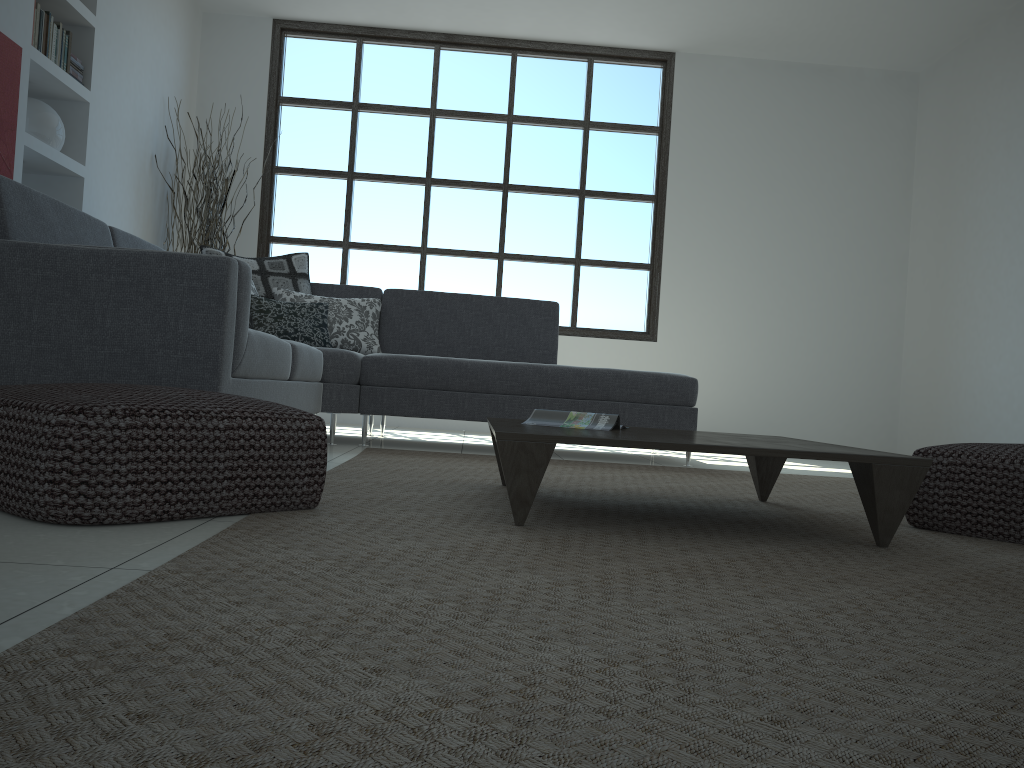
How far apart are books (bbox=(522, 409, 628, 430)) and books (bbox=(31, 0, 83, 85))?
3.4m

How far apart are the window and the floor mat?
2.75m

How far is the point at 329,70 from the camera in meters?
6.8 m

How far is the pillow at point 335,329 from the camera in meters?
4.8 m

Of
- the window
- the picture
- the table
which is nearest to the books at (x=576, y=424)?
the table

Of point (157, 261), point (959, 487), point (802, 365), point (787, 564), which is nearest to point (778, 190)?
point (802, 365)

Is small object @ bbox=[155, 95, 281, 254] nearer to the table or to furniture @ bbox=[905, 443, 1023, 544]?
the table

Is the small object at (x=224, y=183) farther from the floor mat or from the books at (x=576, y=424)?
the books at (x=576, y=424)

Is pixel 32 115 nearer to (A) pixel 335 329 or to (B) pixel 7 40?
(B) pixel 7 40

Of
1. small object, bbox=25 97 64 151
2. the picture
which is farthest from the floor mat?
small object, bbox=25 97 64 151
